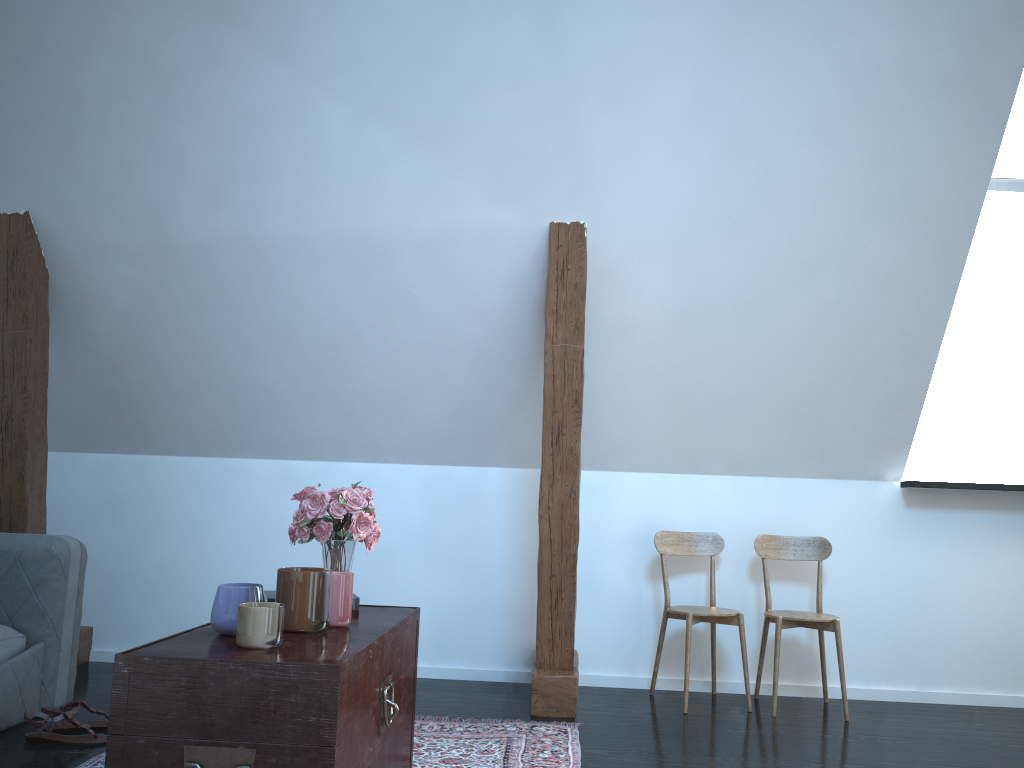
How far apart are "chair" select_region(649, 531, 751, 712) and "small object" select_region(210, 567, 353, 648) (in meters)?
1.86

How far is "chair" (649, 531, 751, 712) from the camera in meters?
3.6 m

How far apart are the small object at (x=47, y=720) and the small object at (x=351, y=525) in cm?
109

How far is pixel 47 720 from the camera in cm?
274

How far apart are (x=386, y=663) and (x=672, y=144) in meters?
2.1

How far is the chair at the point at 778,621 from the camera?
3.54m

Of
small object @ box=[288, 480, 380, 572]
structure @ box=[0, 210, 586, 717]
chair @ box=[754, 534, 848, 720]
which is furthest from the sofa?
chair @ box=[754, 534, 848, 720]

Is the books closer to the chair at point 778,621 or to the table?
the table

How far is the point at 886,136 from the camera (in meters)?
3.15

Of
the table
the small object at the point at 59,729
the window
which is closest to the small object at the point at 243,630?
the table
